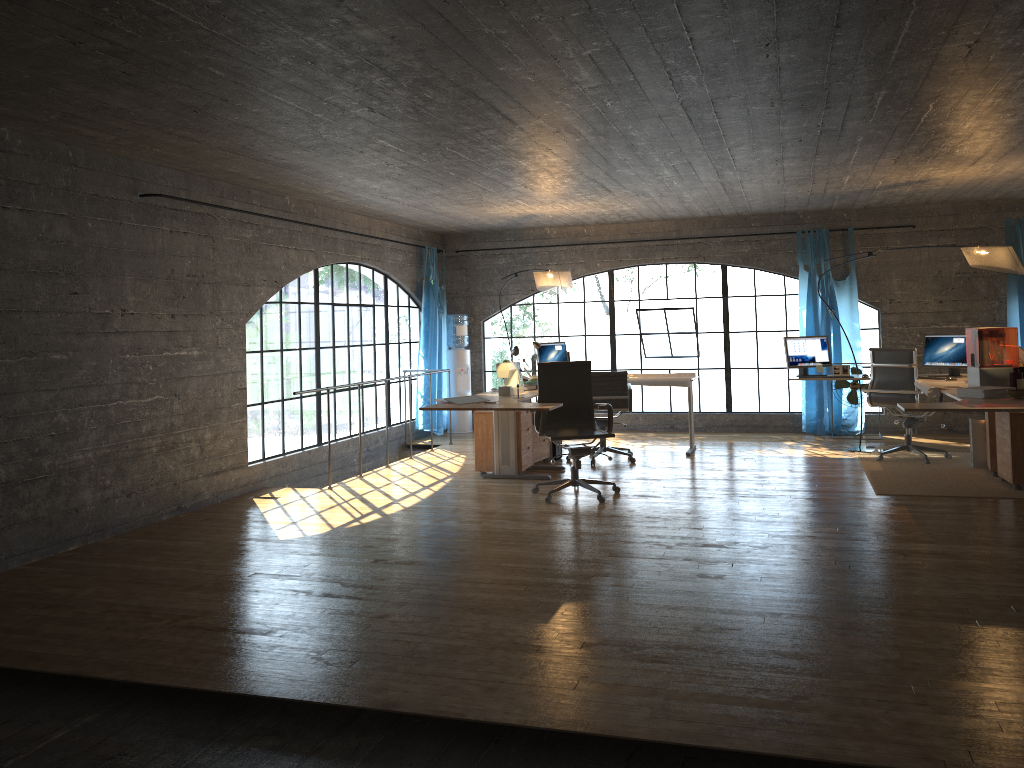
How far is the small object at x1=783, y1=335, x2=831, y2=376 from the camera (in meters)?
8.62

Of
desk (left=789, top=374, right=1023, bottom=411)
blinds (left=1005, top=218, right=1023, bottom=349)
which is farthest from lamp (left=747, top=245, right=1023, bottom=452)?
blinds (left=1005, top=218, right=1023, bottom=349)

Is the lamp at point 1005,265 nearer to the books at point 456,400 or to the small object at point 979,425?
the small object at point 979,425

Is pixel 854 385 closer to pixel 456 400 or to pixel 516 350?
pixel 516 350

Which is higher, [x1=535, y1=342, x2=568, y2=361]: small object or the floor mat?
[x1=535, y1=342, x2=568, y2=361]: small object

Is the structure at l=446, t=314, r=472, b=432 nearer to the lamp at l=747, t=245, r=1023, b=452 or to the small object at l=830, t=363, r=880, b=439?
the small object at l=830, t=363, r=880, b=439

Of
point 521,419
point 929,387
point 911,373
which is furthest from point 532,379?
point 911,373

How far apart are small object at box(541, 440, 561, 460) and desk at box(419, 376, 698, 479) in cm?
69

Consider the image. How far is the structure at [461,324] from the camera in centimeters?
1099cm

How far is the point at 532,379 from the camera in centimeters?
793cm
